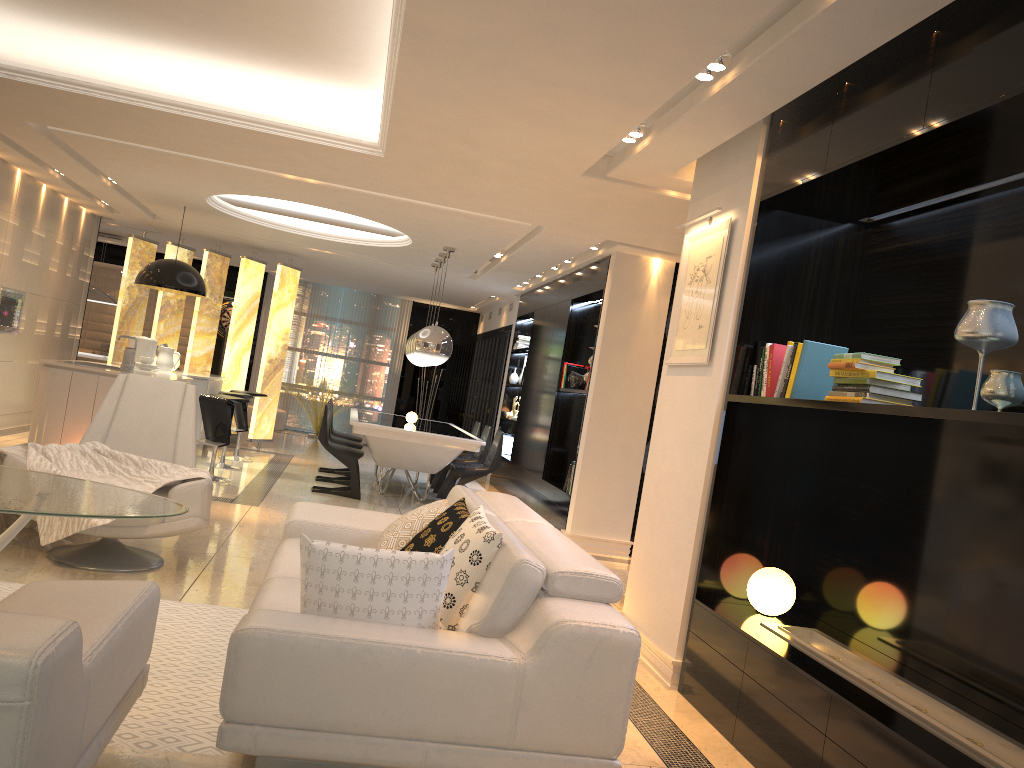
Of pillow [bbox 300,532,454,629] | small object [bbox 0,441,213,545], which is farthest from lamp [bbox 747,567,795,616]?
small object [bbox 0,441,213,545]

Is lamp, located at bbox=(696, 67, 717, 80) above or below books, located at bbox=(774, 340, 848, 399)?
above

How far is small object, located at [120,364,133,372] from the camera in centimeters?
769cm

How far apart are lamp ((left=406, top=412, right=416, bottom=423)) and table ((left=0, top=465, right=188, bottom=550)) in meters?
5.9 m

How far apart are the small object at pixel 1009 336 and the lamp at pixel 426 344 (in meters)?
6.38

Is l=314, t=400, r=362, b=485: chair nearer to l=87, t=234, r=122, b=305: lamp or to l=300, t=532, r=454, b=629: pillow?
l=87, t=234, r=122, b=305: lamp

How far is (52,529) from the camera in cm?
434

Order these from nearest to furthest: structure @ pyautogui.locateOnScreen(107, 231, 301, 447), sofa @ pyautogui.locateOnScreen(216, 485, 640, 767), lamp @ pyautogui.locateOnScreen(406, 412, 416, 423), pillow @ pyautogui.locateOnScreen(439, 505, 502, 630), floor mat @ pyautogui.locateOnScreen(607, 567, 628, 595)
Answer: sofa @ pyautogui.locateOnScreen(216, 485, 640, 767) < pillow @ pyautogui.locateOnScreen(439, 505, 502, 630) < floor mat @ pyautogui.locateOnScreen(607, 567, 628, 595) < lamp @ pyautogui.locateOnScreen(406, 412, 416, 423) < structure @ pyautogui.locateOnScreen(107, 231, 301, 447)

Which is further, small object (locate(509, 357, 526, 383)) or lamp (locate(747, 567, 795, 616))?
small object (locate(509, 357, 526, 383))

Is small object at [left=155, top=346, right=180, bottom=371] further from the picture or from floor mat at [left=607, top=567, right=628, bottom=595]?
the picture
